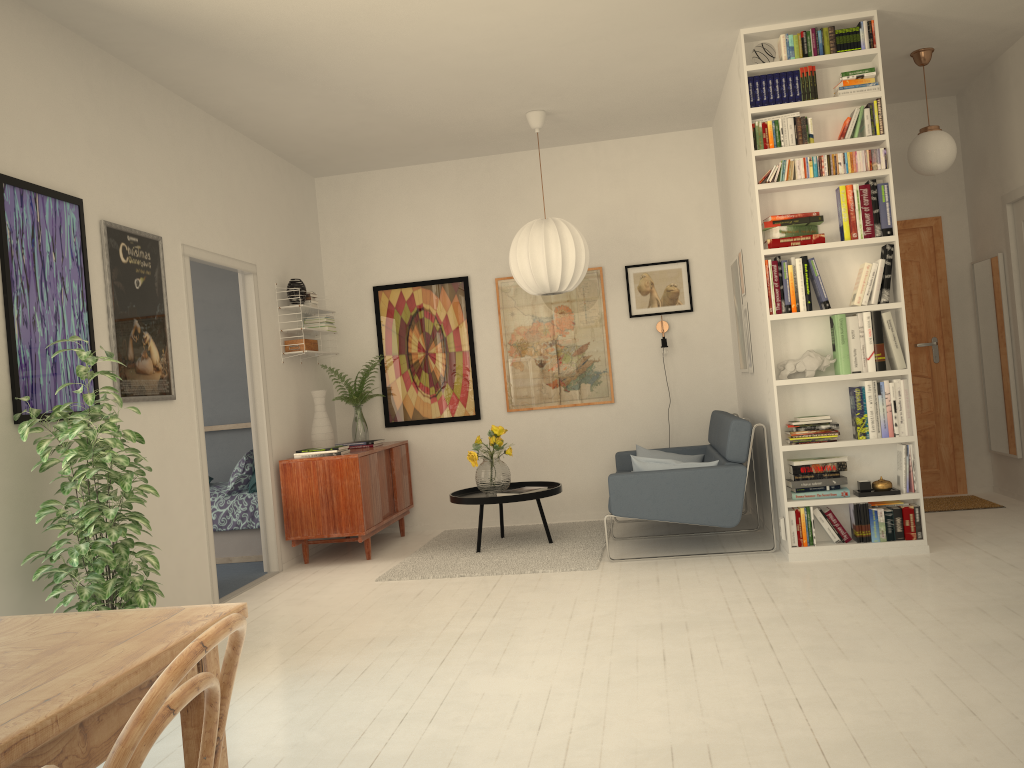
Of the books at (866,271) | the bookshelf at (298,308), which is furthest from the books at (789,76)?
the bookshelf at (298,308)

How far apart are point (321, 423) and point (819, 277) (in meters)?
3.43

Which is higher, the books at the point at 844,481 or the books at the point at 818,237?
the books at the point at 818,237

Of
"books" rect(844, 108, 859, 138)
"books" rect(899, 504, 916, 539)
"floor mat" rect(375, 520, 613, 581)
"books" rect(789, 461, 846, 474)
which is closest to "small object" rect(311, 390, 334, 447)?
"floor mat" rect(375, 520, 613, 581)

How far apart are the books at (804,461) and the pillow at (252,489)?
3.8 meters

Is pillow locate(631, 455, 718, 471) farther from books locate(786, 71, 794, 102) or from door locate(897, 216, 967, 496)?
door locate(897, 216, 967, 496)

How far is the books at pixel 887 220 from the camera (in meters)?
4.73

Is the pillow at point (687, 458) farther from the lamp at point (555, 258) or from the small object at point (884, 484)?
the small object at point (884, 484)

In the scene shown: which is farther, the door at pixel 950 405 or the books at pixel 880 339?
the door at pixel 950 405

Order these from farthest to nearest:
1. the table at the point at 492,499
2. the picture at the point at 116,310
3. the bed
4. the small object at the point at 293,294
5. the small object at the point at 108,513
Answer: the bed < the small object at the point at 293,294 < the table at the point at 492,499 < the picture at the point at 116,310 < the small object at the point at 108,513
